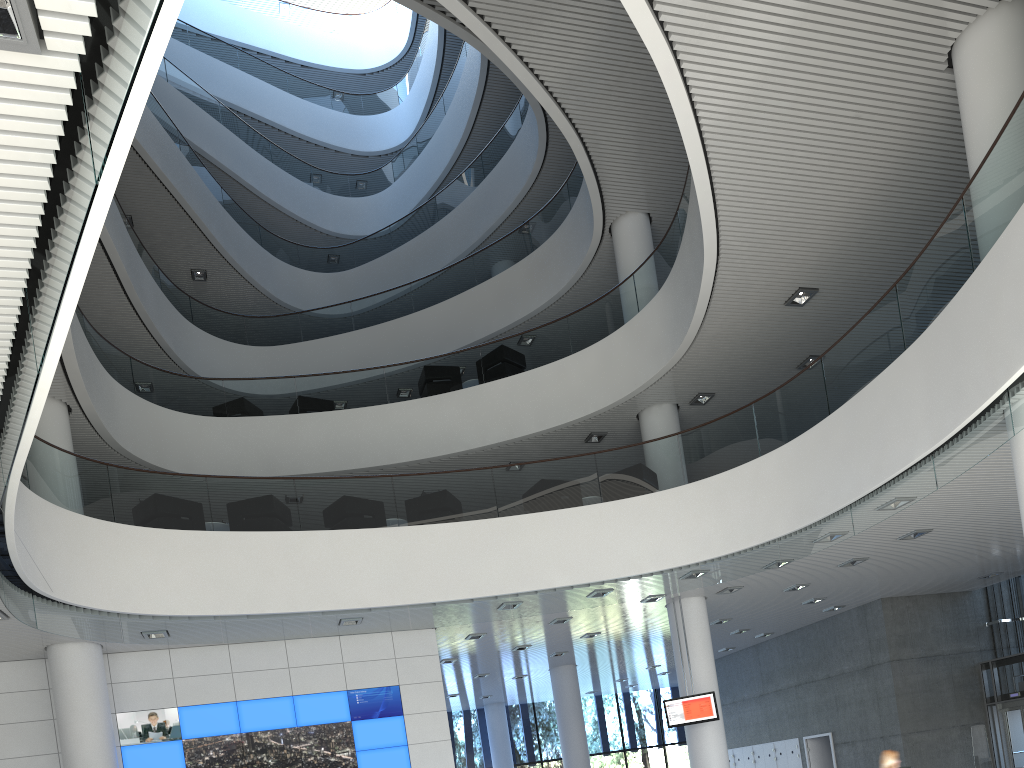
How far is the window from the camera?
15.76m

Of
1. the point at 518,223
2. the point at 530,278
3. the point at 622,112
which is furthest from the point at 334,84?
the point at 622,112

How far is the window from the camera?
15.8m

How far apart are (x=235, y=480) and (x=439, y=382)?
3.71m

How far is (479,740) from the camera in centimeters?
1576cm
